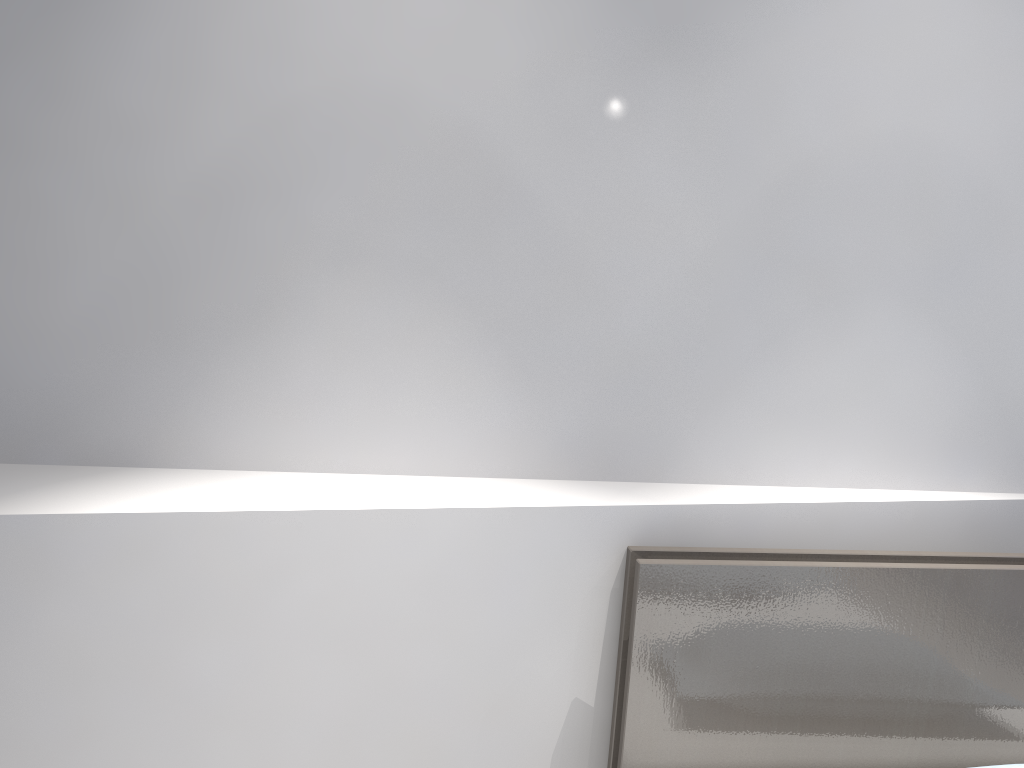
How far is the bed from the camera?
1.6m

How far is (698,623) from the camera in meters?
1.6 m

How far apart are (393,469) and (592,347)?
0.44m

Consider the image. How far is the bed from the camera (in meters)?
1.57

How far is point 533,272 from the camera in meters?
1.6 m
